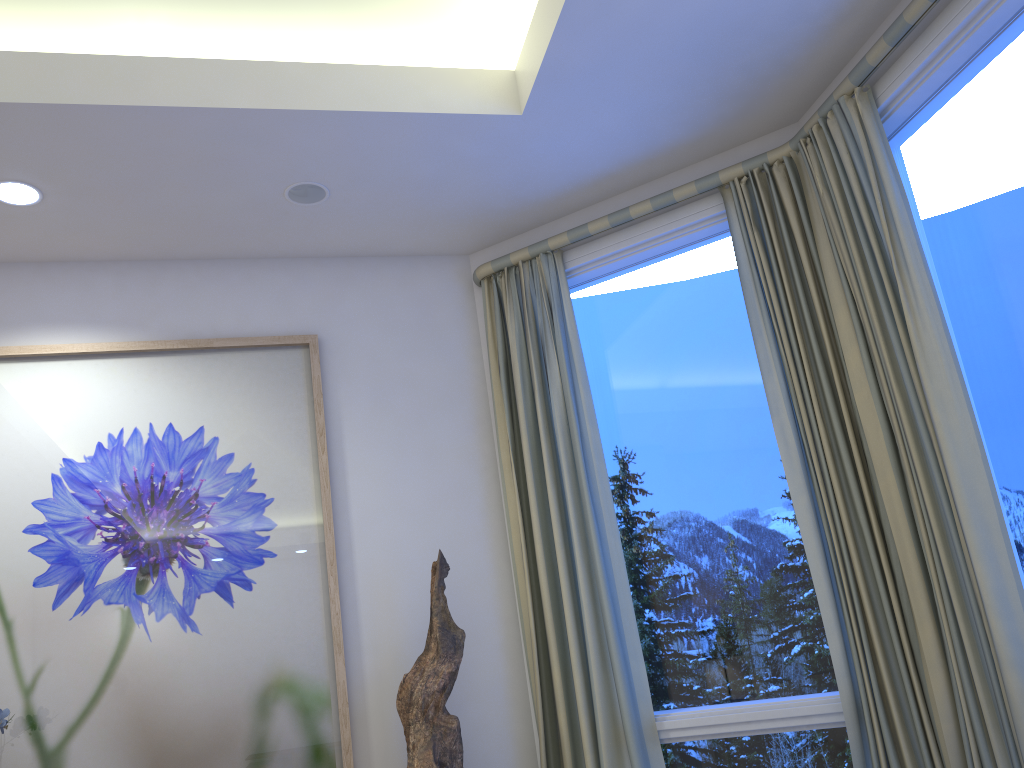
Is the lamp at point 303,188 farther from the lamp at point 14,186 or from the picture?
the lamp at point 14,186

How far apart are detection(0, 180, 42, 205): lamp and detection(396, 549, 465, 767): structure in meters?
1.6 m

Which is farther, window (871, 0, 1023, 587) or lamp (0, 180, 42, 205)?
lamp (0, 180, 42, 205)

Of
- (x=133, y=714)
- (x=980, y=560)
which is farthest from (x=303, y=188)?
(x=980, y=560)

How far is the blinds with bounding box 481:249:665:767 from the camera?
2.6 meters

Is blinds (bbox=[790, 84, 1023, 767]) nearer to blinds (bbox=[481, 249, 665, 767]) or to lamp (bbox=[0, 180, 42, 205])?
blinds (bbox=[481, 249, 665, 767])

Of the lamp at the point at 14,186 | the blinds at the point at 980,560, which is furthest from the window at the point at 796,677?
the lamp at the point at 14,186

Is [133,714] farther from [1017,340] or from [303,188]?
[1017,340]

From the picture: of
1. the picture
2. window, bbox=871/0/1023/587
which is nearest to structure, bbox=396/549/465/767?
the picture

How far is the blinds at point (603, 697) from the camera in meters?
2.6 m
